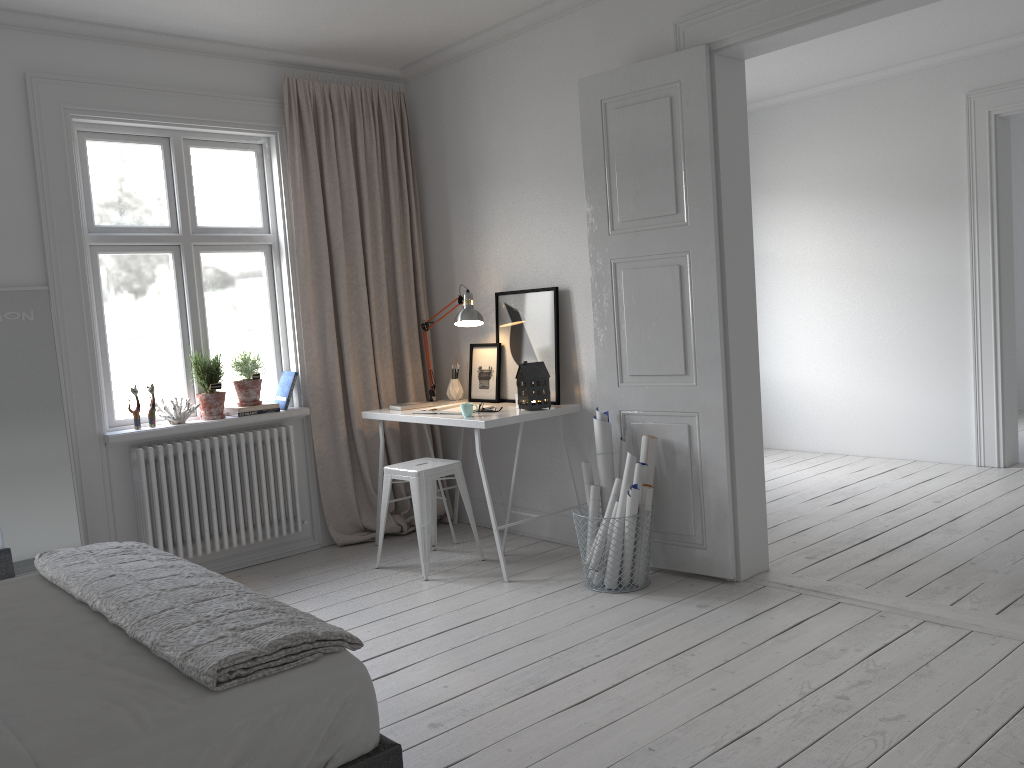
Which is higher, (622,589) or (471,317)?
(471,317)

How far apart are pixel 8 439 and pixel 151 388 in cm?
69

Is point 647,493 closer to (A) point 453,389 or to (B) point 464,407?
(B) point 464,407

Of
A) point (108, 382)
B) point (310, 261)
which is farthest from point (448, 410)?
point (108, 382)

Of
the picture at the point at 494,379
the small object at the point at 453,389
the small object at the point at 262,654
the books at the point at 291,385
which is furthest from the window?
the small object at the point at 262,654

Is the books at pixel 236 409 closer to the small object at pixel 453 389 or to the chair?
the chair

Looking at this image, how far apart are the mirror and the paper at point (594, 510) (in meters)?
2.42

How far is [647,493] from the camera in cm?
394

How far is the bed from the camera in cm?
170

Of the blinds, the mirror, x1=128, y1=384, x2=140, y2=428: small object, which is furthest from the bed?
the blinds
